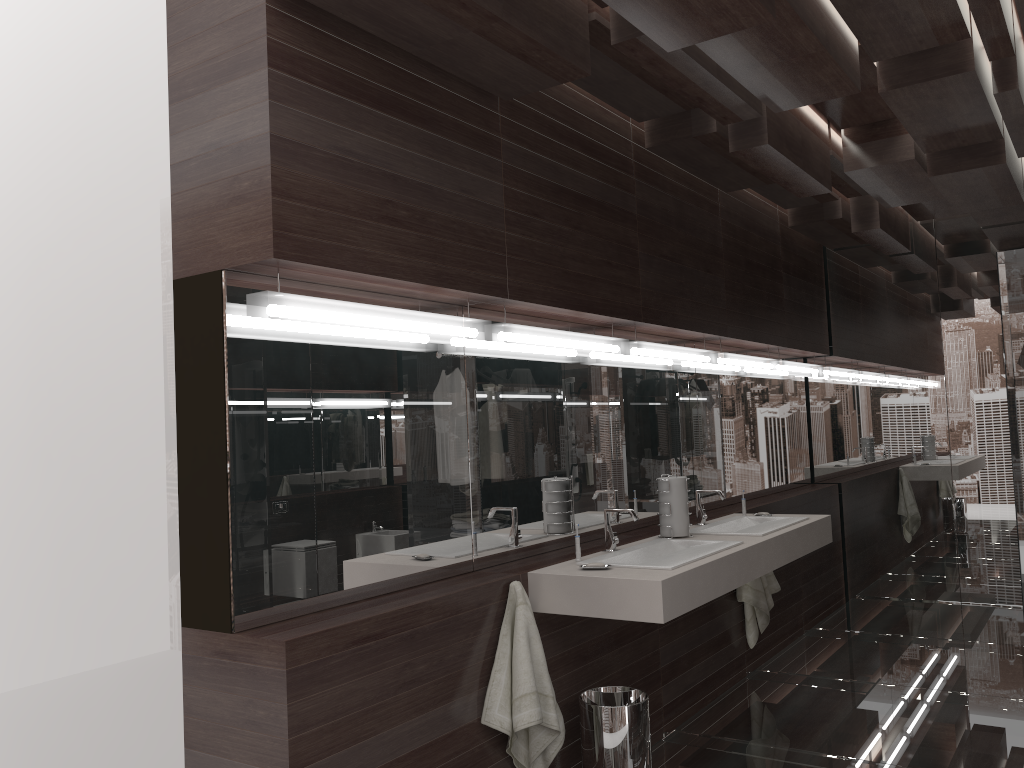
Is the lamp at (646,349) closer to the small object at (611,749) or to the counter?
the counter

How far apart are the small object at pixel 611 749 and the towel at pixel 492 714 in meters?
0.2 m

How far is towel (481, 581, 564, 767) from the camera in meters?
2.7 m

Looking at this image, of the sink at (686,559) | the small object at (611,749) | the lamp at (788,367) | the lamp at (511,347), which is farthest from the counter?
the lamp at (788,367)

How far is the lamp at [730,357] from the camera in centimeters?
482cm

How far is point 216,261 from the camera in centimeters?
228cm

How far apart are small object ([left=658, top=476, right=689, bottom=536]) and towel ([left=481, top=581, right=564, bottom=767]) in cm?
100

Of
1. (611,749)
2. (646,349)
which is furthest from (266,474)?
(646,349)

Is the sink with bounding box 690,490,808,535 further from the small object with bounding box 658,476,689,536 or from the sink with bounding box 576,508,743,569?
the sink with bounding box 576,508,743,569

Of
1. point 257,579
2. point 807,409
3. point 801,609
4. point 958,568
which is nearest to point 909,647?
point 801,609
